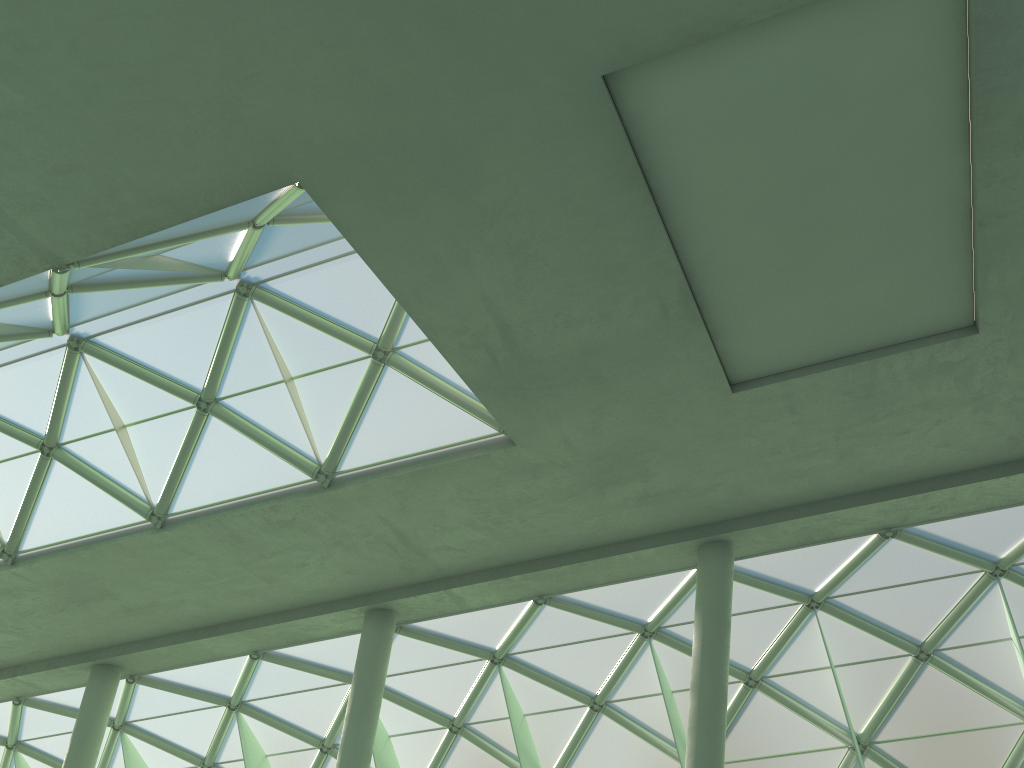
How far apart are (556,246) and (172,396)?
13.78m
